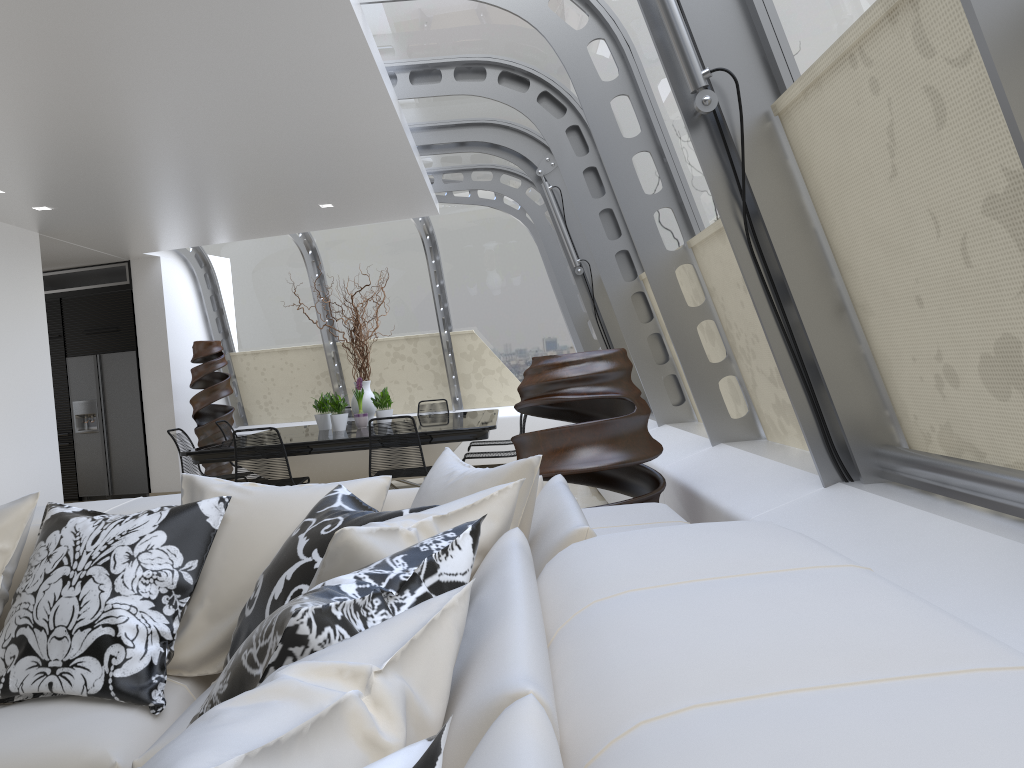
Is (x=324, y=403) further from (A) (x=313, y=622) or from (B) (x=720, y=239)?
(A) (x=313, y=622)

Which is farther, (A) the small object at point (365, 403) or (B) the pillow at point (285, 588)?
(A) the small object at point (365, 403)

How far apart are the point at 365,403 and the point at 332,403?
0.4 meters

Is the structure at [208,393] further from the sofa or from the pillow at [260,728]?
the pillow at [260,728]

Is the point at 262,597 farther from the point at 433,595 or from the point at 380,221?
the point at 380,221

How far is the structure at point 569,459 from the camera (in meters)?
3.48

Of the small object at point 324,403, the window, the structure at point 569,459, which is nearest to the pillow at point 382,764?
the window

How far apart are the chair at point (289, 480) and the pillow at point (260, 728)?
4.13m

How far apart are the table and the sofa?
3.9m

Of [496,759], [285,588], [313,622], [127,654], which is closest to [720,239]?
[285,588]
